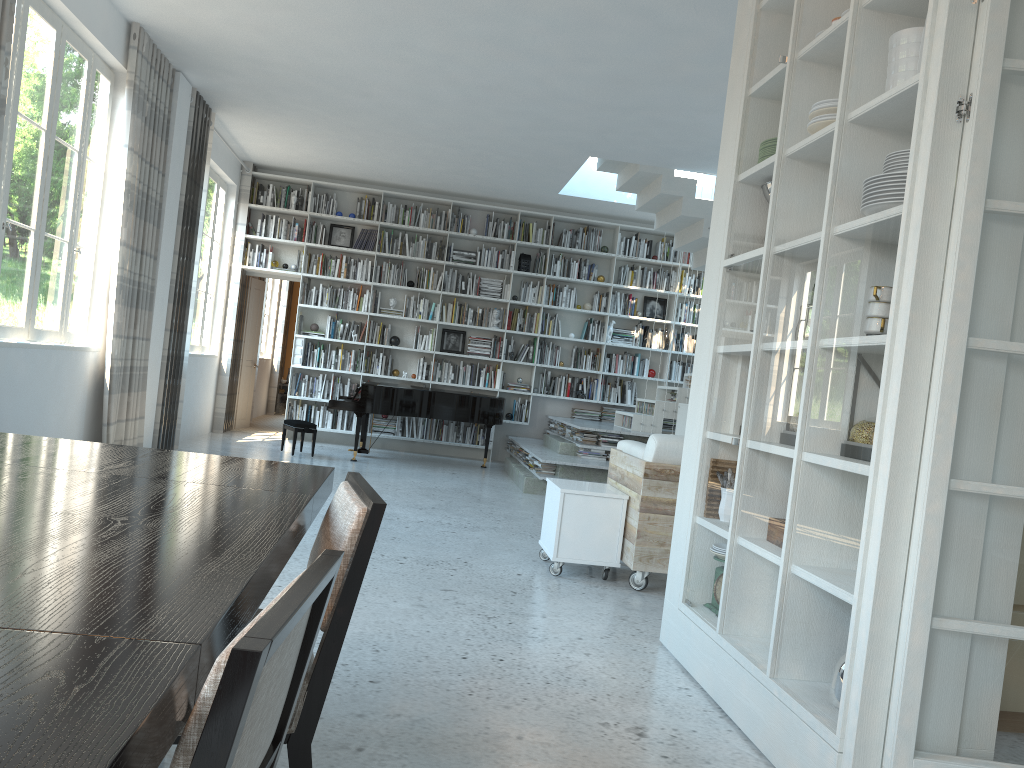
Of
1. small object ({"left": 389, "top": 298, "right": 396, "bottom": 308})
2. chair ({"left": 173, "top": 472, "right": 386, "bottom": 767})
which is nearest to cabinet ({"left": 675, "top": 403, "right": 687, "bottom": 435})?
small object ({"left": 389, "top": 298, "right": 396, "bottom": 308})

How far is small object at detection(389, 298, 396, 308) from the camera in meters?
10.9

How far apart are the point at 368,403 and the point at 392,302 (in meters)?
2.11

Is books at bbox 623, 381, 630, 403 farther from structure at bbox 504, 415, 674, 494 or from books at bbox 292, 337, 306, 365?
books at bbox 292, 337, 306, 365

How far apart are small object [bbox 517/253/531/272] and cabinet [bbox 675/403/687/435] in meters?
2.9 m

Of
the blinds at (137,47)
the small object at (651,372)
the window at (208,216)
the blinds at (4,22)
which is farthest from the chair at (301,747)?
the small object at (651,372)

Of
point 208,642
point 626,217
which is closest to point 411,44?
point 626,217

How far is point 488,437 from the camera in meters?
10.2 m

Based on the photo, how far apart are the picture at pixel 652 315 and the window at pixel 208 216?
5.3m

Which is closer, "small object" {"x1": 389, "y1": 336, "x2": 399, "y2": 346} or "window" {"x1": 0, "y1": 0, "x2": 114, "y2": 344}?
"window" {"x1": 0, "y1": 0, "x2": 114, "y2": 344}
